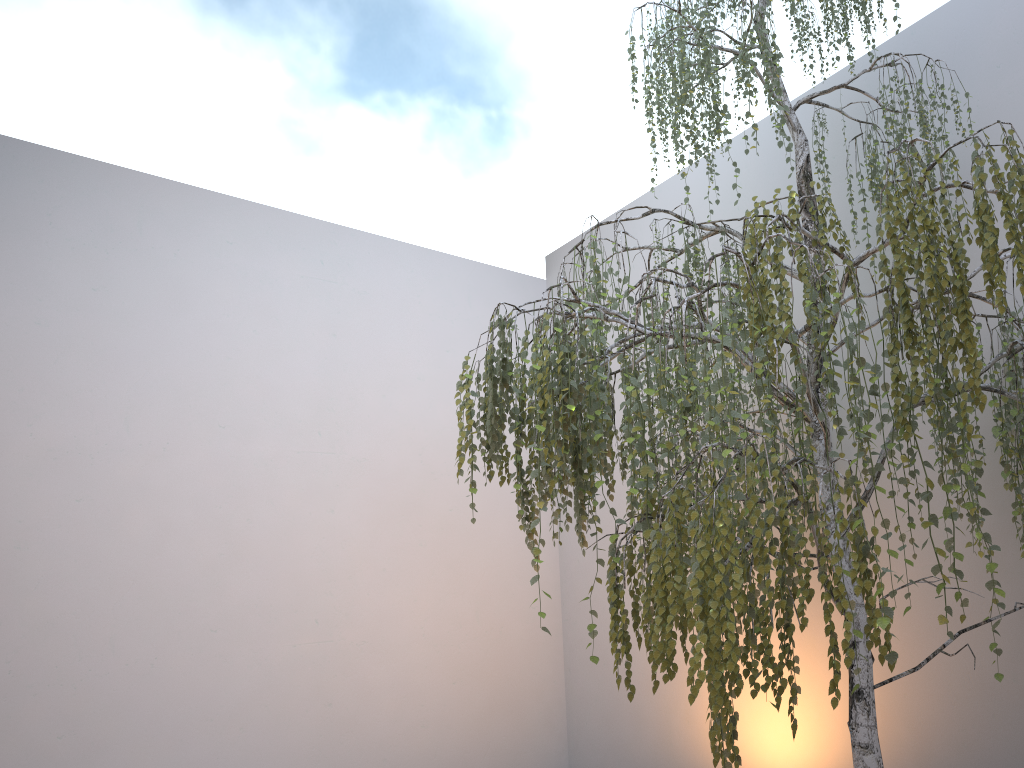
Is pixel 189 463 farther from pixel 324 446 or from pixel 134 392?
pixel 324 446

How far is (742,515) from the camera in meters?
1.7

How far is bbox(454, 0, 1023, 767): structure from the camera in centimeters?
172cm

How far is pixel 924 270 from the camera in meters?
1.8

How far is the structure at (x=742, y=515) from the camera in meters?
1.7

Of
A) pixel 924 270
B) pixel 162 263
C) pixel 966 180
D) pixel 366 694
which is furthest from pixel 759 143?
pixel 366 694
